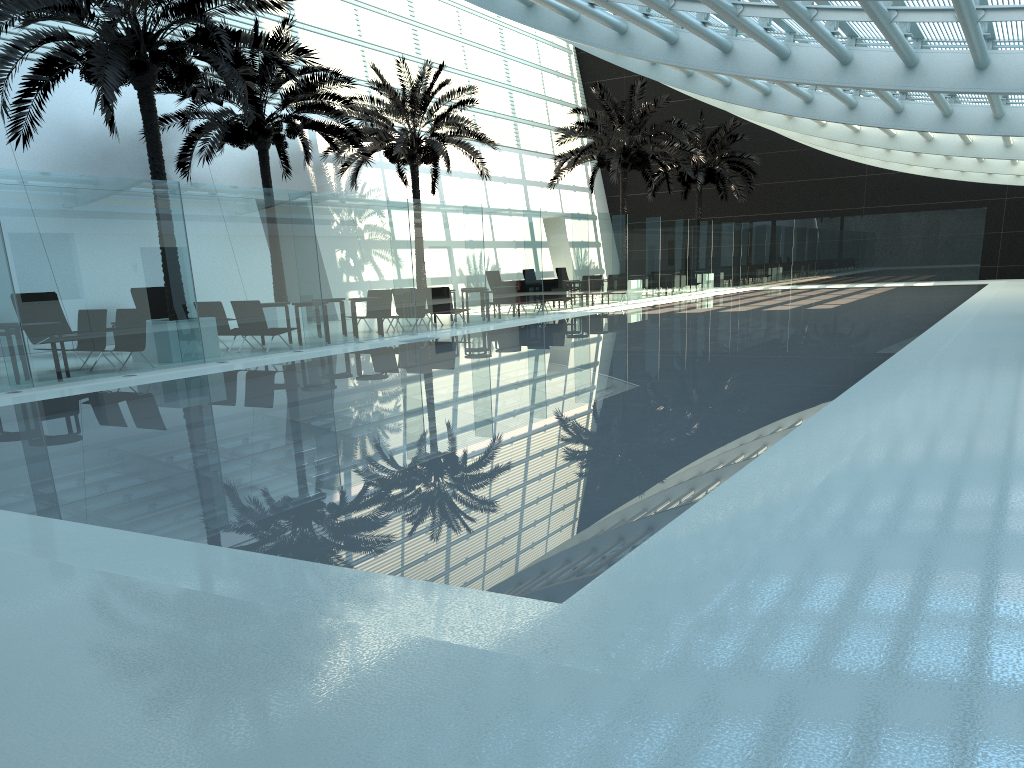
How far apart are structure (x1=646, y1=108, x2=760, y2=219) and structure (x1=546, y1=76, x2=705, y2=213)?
3.8 meters

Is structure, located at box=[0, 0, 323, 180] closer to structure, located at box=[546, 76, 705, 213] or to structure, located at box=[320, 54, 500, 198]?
structure, located at box=[320, 54, 500, 198]

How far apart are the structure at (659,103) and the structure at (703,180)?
3.83m

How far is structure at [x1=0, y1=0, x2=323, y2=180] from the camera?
12.6 meters

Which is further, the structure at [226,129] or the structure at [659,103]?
the structure at [659,103]

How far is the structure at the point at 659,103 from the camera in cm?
2915

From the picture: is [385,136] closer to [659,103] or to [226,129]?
[226,129]

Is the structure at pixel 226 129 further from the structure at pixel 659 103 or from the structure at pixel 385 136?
the structure at pixel 659 103

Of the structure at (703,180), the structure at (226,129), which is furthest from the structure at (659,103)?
the structure at (226,129)

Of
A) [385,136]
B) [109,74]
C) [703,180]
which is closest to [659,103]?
[703,180]
